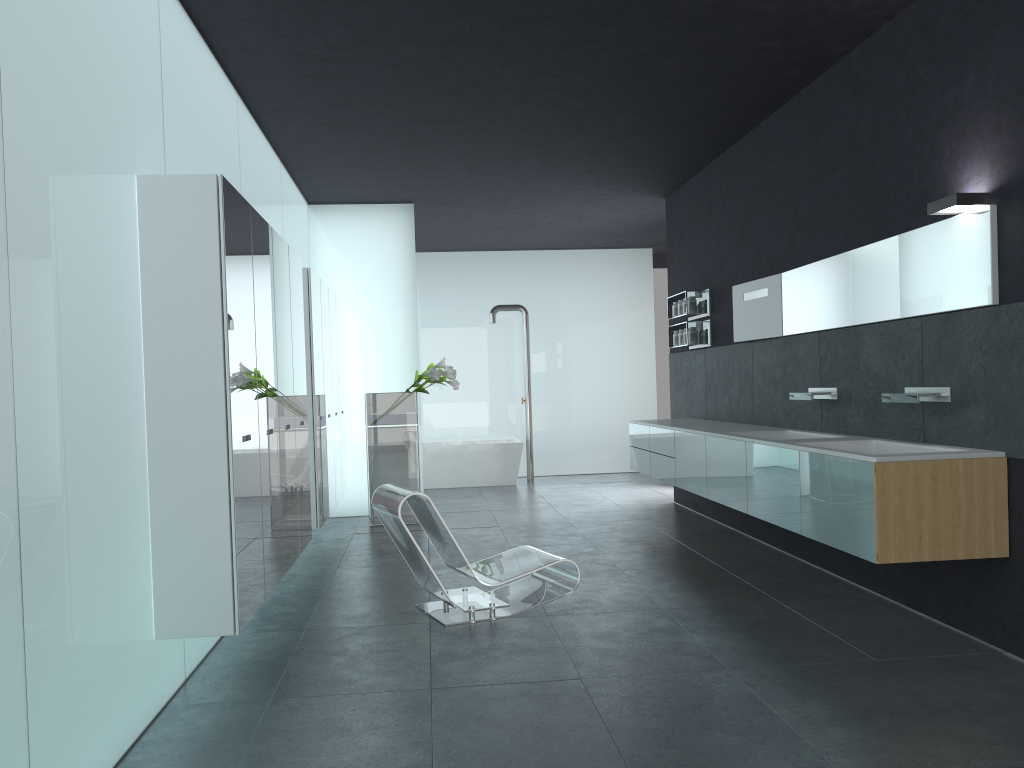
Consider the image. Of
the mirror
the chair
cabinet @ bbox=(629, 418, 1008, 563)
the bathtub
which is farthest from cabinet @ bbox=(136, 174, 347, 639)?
the mirror

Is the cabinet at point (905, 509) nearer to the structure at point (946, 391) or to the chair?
the structure at point (946, 391)

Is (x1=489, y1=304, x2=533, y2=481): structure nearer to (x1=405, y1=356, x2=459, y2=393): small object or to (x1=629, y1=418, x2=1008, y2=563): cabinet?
(x1=405, y1=356, x2=459, y2=393): small object

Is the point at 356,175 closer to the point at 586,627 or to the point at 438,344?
the point at 438,344

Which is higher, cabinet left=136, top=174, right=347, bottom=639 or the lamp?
the lamp

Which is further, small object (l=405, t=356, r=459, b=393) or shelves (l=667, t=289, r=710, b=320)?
small object (l=405, t=356, r=459, b=393)

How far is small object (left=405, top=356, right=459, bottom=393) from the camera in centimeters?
974cm

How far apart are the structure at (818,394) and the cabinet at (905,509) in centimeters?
31cm

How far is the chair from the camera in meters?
5.7 m

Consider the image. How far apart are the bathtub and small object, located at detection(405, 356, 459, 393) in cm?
322
